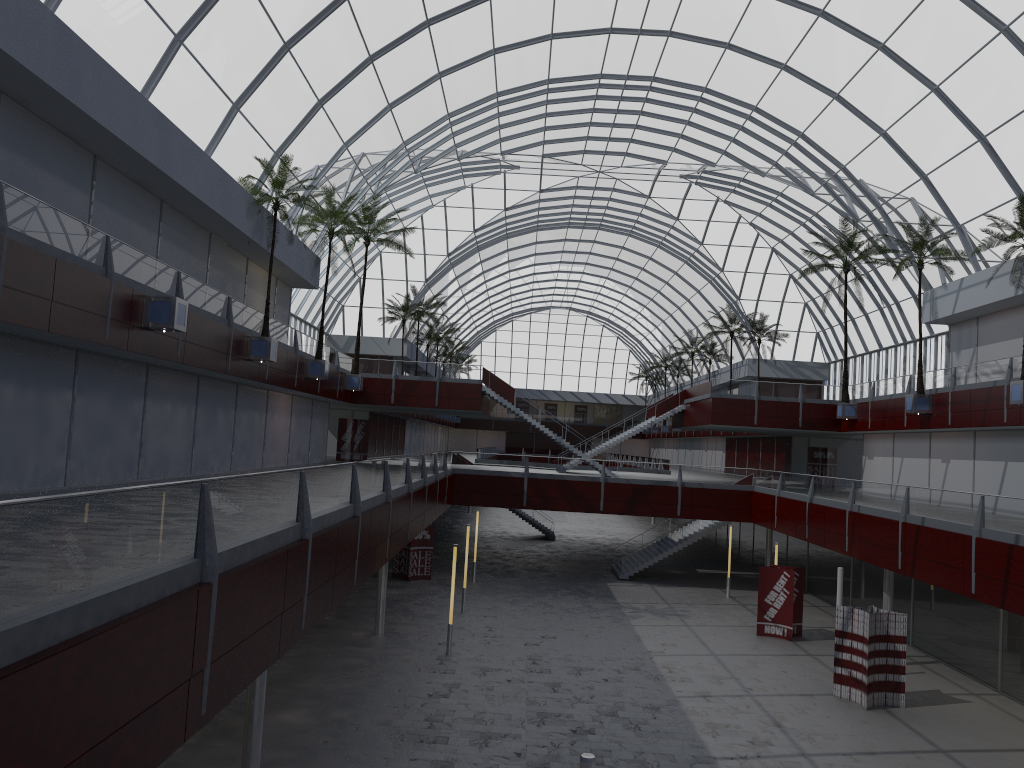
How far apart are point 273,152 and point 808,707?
31.7m
